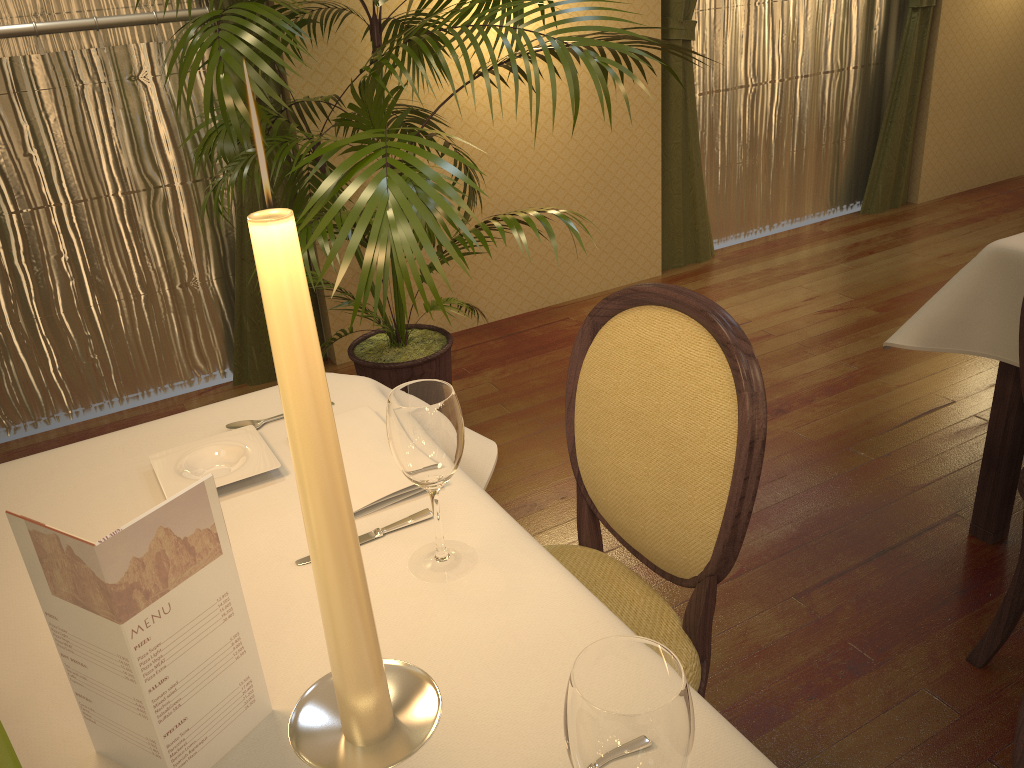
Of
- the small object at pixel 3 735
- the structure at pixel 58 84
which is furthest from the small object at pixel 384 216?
the small object at pixel 3 735

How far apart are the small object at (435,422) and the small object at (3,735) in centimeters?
46cm

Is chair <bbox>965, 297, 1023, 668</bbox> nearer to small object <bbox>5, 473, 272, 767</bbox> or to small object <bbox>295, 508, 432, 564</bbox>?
small object <bbox>295, 508, 432, 564</bbox>

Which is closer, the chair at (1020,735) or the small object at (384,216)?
the chair at (1020,735)

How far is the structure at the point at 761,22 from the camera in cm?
428

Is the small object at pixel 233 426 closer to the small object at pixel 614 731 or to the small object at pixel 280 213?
the small object at pixel 614 731

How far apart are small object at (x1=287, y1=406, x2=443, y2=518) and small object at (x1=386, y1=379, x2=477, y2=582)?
0.1 meters

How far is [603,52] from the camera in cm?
277

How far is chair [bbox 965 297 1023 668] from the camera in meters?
1.8 m

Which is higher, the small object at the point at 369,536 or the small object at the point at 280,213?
the small object at the point at 280,213
